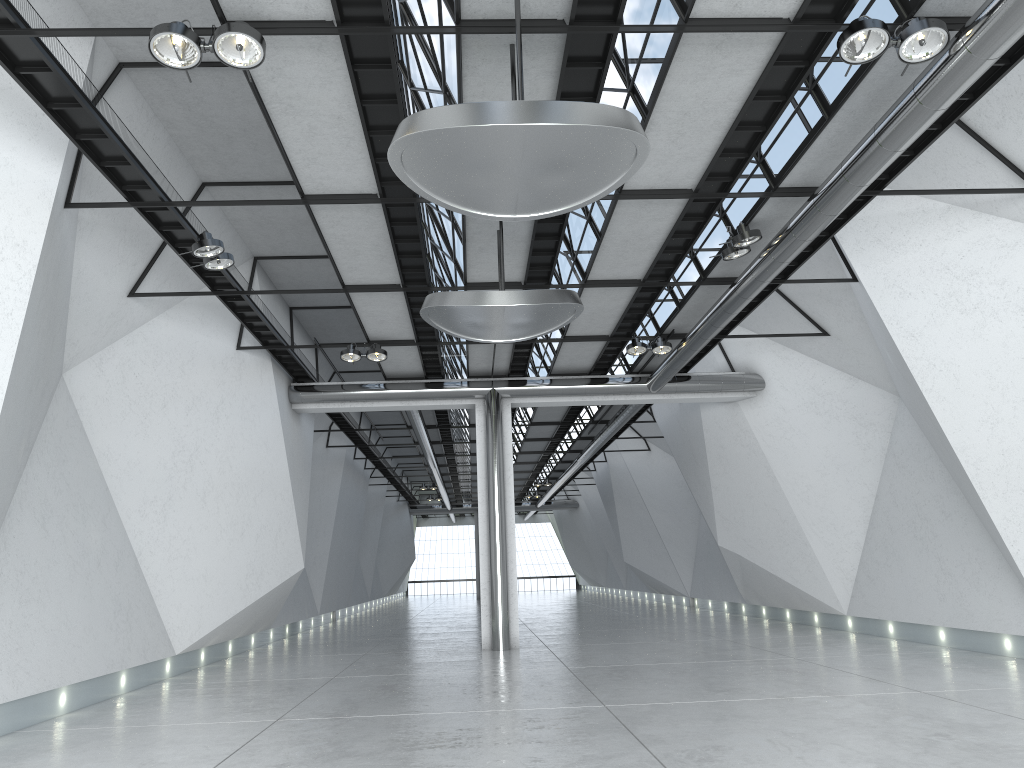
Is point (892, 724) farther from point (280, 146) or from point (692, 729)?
point (280, 146)
